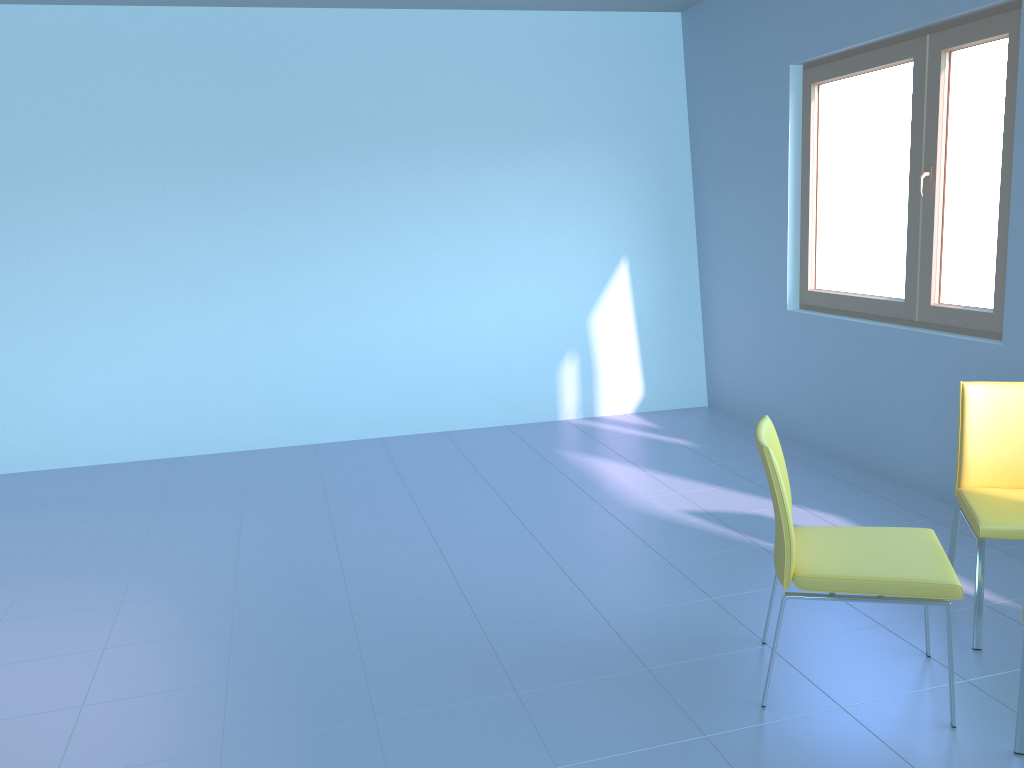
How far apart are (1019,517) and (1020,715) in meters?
0.7 m

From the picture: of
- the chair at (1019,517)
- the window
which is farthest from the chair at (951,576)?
the window

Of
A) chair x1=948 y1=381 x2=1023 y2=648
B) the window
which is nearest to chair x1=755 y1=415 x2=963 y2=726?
chair x1=948 y1=381 x2=1023 y2=648

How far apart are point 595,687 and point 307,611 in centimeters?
109cm

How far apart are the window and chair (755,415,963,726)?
1.41m

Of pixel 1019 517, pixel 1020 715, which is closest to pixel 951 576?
pixel 1020 715

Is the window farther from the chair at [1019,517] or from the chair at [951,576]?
the chair at [951,576]

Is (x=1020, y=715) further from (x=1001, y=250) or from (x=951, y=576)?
(x=1001, y=250)

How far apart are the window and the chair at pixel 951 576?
1.4 meters

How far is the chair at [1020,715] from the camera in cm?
204
